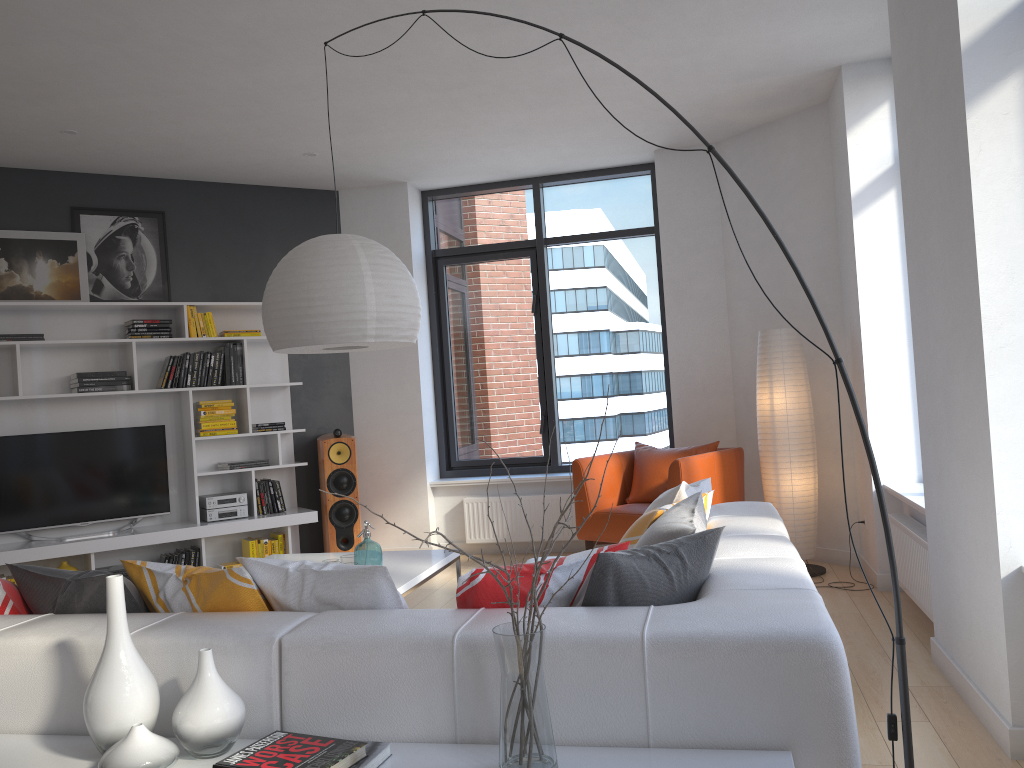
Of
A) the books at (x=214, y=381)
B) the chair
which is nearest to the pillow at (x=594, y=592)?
the chair

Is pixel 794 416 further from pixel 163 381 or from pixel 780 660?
pixel 163 381

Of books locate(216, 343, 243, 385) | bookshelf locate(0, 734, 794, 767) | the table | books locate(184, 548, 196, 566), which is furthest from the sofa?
books locate(216, 343, 243, 385)

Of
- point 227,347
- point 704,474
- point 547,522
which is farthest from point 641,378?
point 227,347

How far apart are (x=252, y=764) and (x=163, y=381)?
4.9 meters

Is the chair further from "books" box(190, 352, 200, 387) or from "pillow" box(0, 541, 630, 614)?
"pillow" box(0, 541, 630, 614)

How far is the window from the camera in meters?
7.1

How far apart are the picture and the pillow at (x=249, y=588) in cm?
410

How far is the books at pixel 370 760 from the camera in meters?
1.8

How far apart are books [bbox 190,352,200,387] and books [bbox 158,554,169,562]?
Answer: 1.2m
